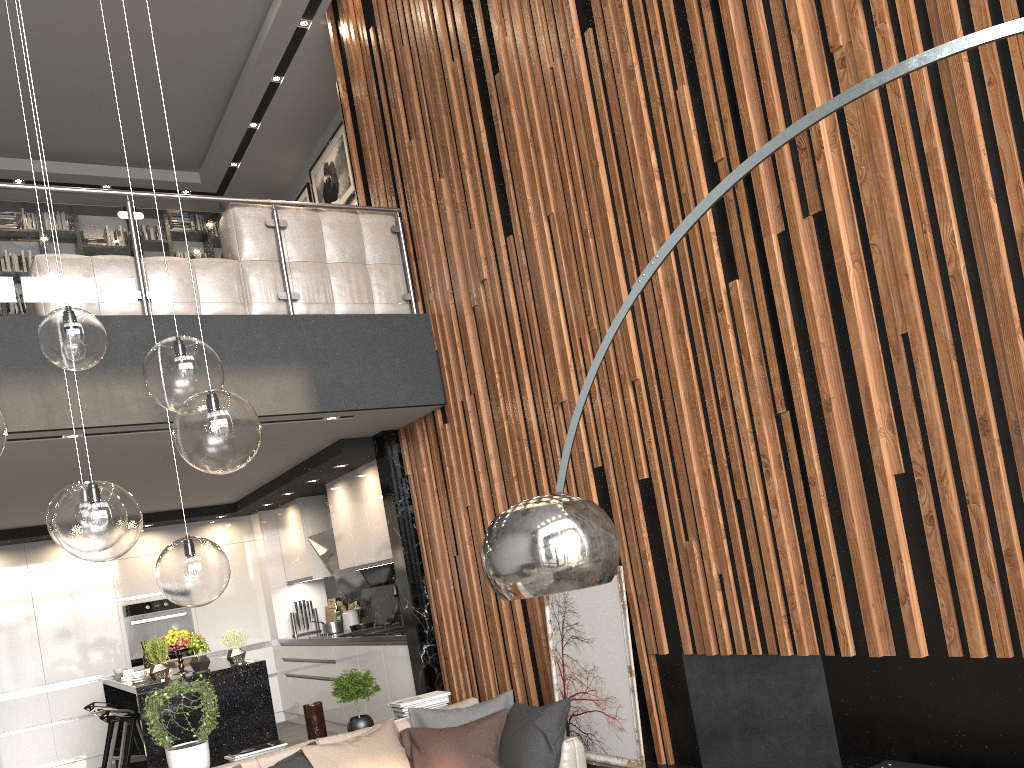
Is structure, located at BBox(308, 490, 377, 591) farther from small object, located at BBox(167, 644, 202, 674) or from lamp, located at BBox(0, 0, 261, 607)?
lamp, located at BBox(0, 0, 261, 607)

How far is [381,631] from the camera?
7.3m

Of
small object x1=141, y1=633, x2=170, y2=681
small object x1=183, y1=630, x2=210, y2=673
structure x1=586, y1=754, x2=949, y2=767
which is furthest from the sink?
structure x1=586, y1=754, x2=949, y2=767

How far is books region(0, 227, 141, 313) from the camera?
8.5m

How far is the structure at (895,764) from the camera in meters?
3.4

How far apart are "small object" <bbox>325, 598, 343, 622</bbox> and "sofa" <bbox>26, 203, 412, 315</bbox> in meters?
4.4 m

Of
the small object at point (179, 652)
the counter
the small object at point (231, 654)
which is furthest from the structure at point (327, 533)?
the small object at point (179, 652)

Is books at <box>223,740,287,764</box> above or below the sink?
below

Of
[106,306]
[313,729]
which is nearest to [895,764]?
[313,729]

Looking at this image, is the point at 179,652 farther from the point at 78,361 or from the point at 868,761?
the point at 868,761
